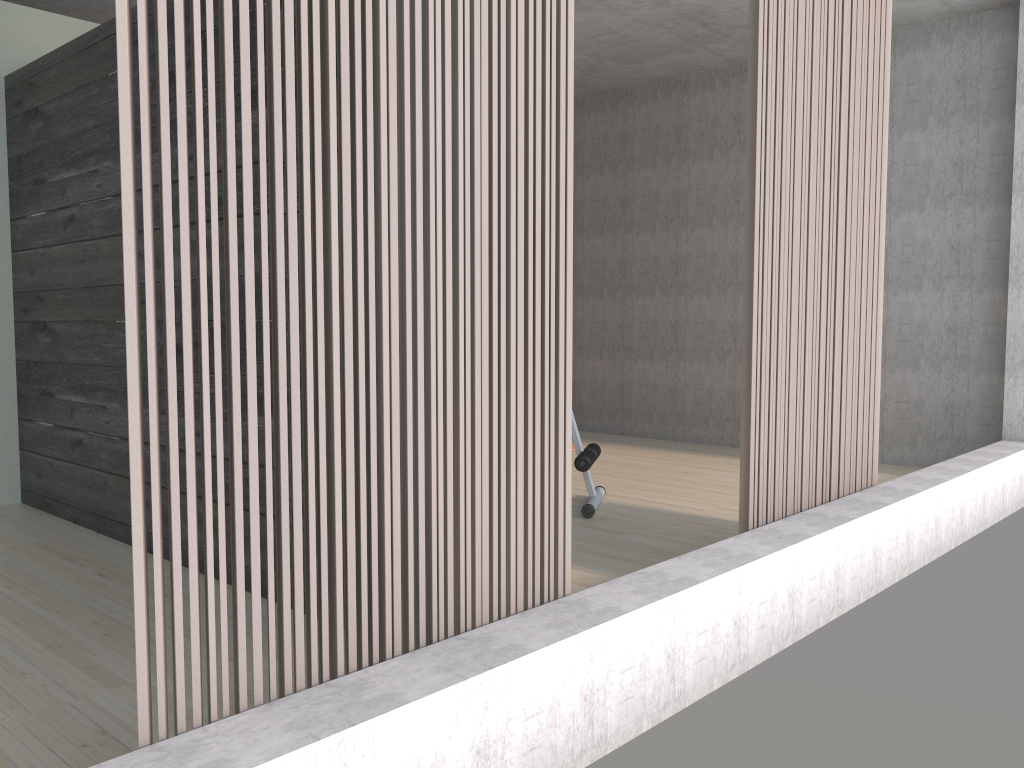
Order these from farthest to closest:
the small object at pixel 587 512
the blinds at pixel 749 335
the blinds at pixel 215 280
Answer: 1. the small object at pixel 587 512
2. the blinds at pixel 749 335
3. the blinds at pixel 215 280

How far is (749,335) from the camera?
2.9m

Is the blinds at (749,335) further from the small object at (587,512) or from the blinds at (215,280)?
the small object at (587,512)

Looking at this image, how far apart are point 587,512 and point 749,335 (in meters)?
1.58

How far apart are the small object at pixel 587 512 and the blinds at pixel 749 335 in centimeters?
117cm

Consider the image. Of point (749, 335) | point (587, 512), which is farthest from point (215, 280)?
point (587, 512)

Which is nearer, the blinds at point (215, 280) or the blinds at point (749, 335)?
the blinds at point (215, 280)

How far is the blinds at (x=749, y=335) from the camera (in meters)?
2.89

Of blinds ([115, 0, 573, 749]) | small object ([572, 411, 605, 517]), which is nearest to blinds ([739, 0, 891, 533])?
blinds ([115, 0, 573, 749])

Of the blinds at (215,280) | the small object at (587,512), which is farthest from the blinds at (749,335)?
the small object at (587,512)
